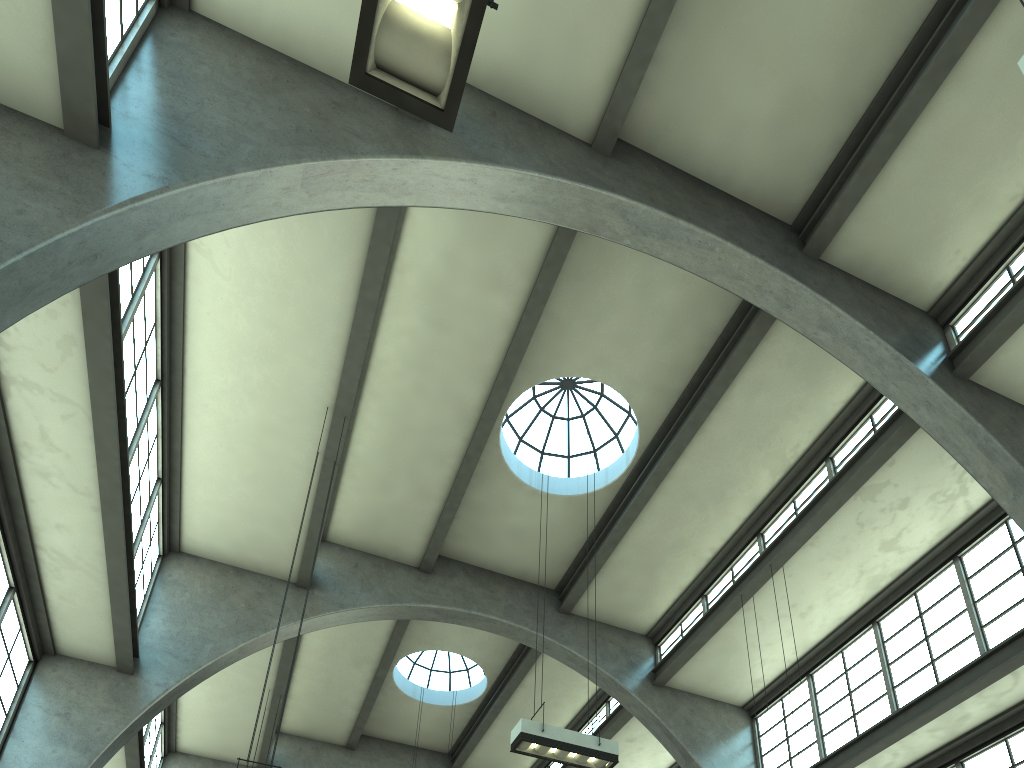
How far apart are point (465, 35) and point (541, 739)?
8.51m

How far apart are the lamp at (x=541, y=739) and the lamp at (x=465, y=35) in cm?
801

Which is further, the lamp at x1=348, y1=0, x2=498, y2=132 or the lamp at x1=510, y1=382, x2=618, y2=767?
the lamp at x1=510, y1=382, x2=618, y2=767

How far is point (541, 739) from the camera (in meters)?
10.05

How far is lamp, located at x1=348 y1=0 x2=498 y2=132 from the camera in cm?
354

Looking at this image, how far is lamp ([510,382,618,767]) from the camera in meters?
10.1

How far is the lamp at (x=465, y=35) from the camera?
3.5 meters

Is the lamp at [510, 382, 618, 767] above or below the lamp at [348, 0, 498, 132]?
above

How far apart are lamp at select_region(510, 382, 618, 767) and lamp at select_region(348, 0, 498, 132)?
8.0m
